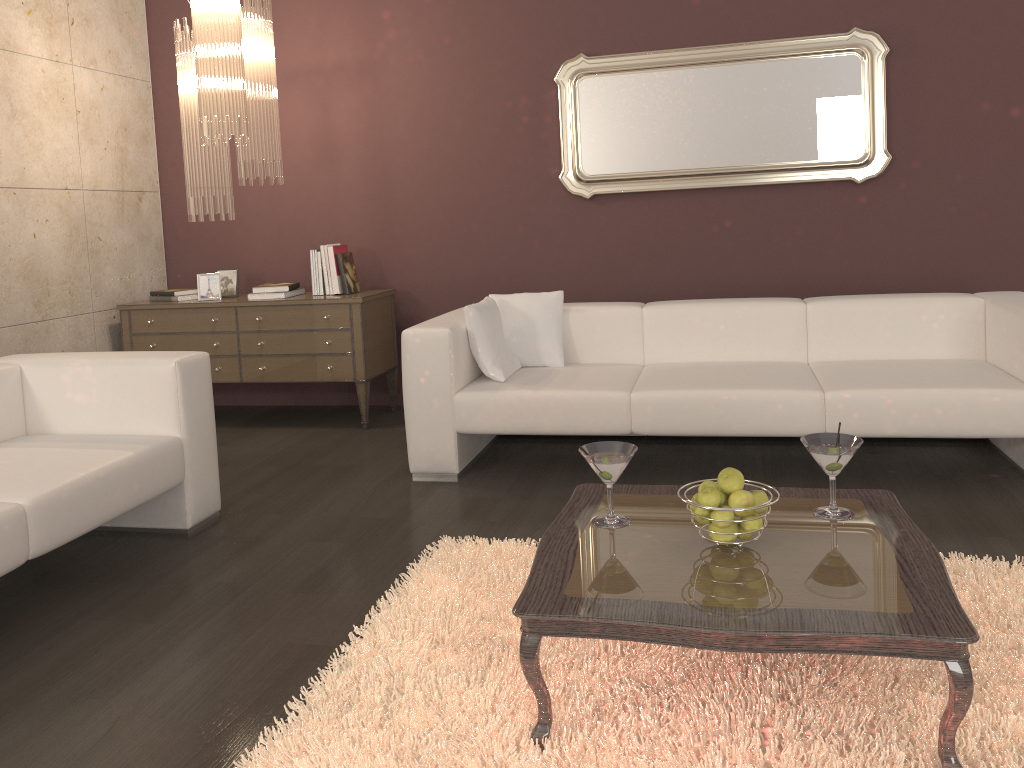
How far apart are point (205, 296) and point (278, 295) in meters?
0.5 m

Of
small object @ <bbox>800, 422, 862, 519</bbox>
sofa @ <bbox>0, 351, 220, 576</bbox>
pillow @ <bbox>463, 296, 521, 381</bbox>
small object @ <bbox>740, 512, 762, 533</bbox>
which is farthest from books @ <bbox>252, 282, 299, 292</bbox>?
small object @ <bbox>740, 512, 762, 533</bbox>

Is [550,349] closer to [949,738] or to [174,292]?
[174,292]

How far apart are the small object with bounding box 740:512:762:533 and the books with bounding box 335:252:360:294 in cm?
337

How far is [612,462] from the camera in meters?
2.2

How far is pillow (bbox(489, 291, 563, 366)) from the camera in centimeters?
422cm

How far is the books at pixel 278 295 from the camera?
4.9 meters

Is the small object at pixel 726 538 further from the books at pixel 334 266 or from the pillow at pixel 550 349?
the books at pixel 334 266

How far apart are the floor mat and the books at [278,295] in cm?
238

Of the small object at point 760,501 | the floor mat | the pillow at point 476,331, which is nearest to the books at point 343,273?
the pillow at point 476,331
